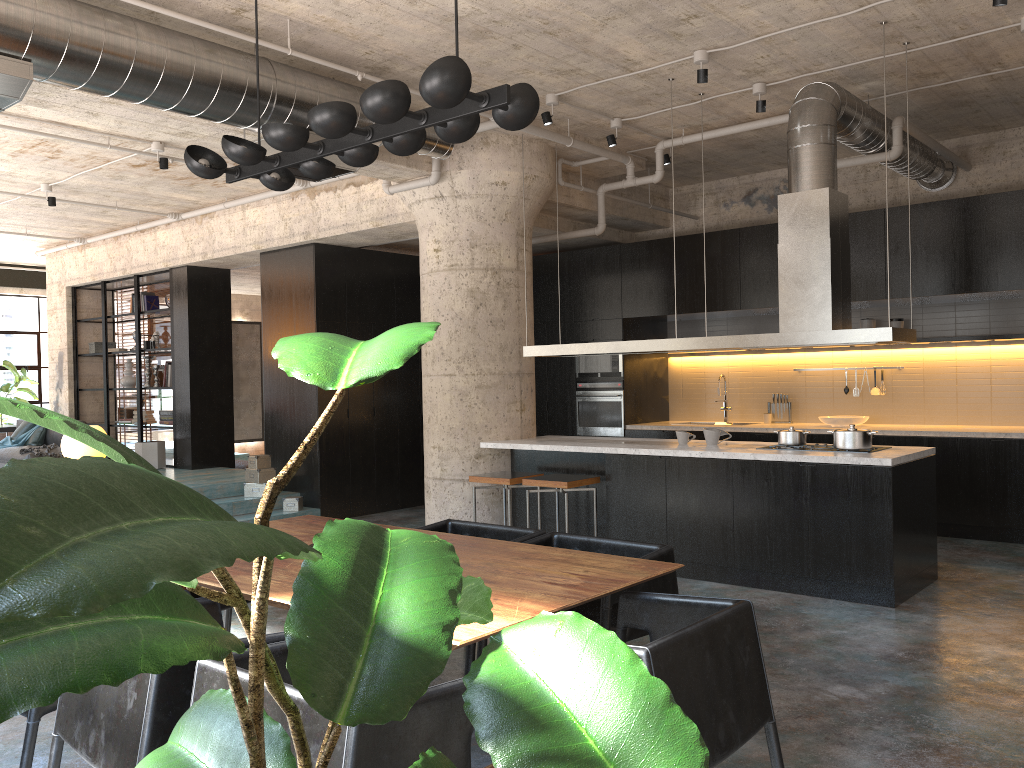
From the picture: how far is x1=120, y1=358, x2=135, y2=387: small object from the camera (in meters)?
12.86

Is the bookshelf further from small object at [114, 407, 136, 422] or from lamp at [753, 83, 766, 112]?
lamp at [753, 83, 766, 112]

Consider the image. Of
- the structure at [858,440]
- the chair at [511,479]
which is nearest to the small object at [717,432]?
the structure at [858,440]

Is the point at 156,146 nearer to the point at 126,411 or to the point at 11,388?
the point at 126,411

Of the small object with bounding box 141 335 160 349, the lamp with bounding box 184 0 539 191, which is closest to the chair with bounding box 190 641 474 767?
the lamp with bounding box 184 0 539 191

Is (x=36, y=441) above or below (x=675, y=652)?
above

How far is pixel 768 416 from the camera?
9.80m

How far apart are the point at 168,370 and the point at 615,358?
6.1 meters

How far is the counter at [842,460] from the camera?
5.8m

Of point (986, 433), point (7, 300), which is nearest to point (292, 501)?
point (986, 433)
